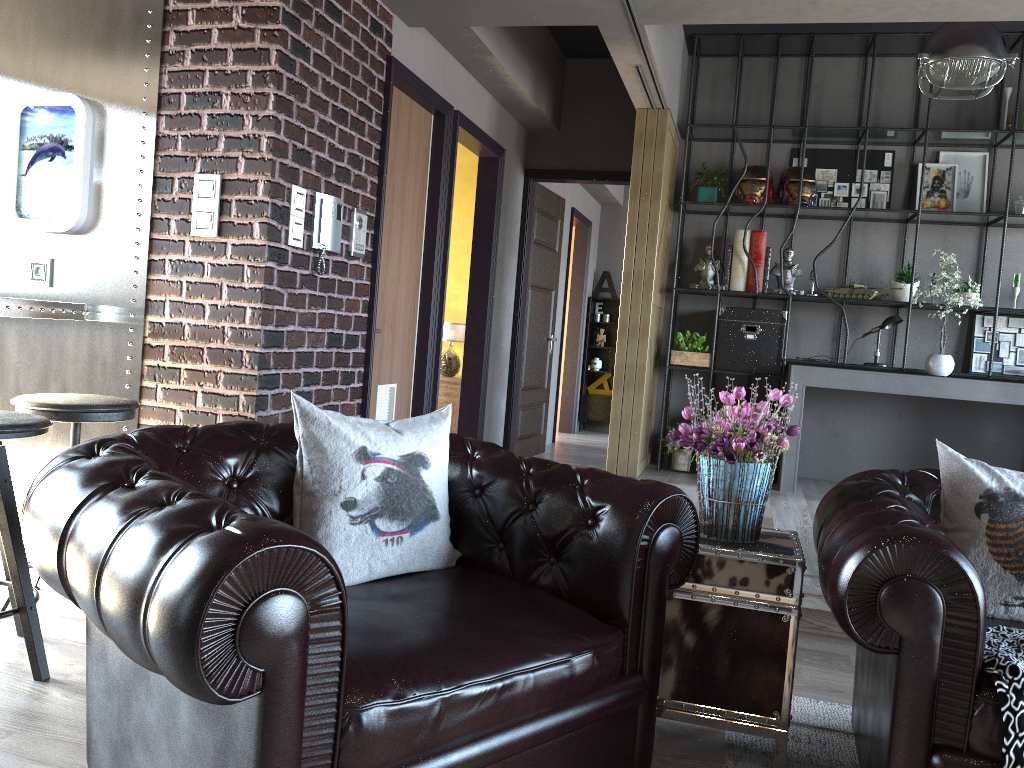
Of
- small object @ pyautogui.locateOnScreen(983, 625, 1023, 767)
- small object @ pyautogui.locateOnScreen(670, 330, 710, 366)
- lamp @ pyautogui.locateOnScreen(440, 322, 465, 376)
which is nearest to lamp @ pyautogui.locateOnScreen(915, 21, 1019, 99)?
small object @ pyautogui.locateOnScreen(670, 330, 710, 366)

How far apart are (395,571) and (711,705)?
0.97m

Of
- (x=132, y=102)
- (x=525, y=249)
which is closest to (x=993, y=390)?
(x=525, y=249)

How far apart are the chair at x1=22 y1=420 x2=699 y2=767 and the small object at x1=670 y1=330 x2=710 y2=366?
4.2 meters

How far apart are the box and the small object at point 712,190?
0.9 meters

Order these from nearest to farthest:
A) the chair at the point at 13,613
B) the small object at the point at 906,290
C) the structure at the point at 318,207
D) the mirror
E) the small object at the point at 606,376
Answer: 1. the chair at the point at 13,613
2. the mirror
3. the structure at the point at 318,207
4. the small object at the point at 906,290
5. the small object at the point at 606,376

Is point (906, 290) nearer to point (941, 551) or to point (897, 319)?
point (897, 319)

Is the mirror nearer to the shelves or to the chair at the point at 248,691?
the chair at the point at 248,691

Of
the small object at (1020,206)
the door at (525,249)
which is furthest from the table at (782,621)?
the door at (525,249)

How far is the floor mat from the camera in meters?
2.5 m
